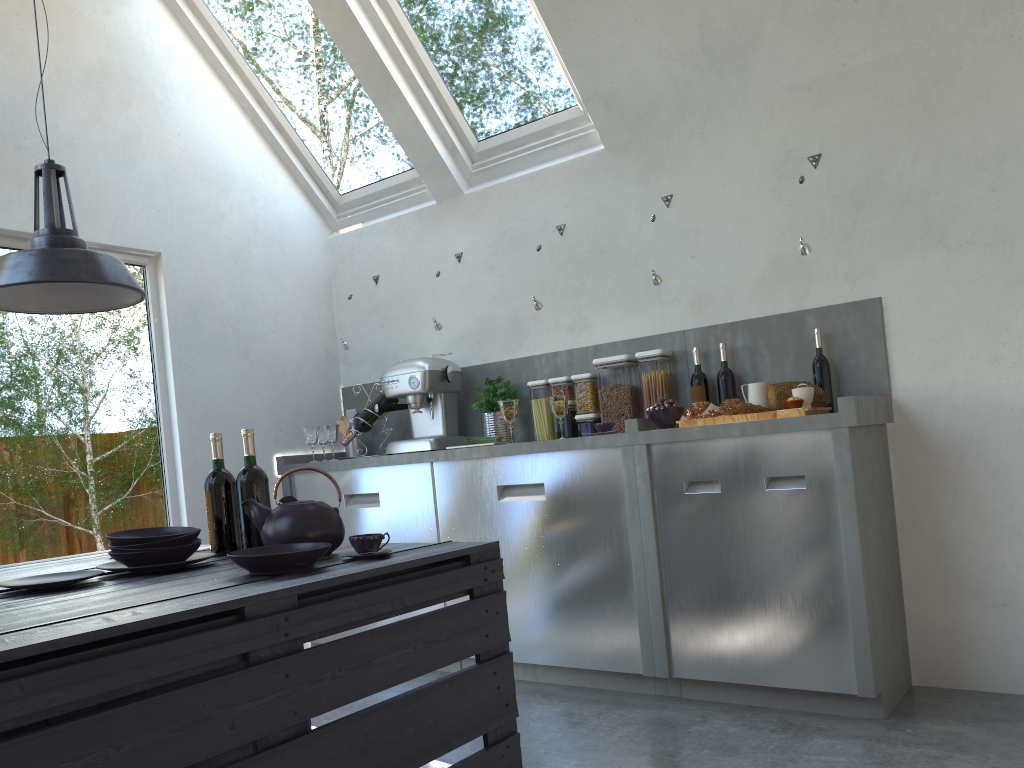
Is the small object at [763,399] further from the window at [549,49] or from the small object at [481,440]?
the window at [549,49]

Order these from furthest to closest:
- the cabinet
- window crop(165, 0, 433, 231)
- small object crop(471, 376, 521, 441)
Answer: window crop(165, 0, 433, 231), small object crop(471, 376, 521, 441), the cabinet

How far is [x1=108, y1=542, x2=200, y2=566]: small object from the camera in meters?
2.0

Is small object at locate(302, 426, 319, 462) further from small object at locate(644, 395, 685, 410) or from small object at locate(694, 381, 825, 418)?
small object at locate(694, 381, 825, 418)

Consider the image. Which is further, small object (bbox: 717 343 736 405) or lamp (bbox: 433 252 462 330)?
Result: lamp (bbox: 433 252 462 330)

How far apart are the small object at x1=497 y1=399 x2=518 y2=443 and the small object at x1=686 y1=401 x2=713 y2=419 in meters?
0.8

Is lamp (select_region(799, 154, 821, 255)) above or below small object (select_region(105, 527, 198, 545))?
above

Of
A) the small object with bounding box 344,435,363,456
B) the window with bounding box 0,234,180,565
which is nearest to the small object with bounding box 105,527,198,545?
the window with bounding box 0,234,180,565

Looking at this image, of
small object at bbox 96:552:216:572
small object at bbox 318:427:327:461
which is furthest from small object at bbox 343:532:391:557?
small object at bbox 318:427:327:461

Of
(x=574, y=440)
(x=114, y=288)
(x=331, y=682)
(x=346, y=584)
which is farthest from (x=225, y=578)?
(x=574, y=440)
